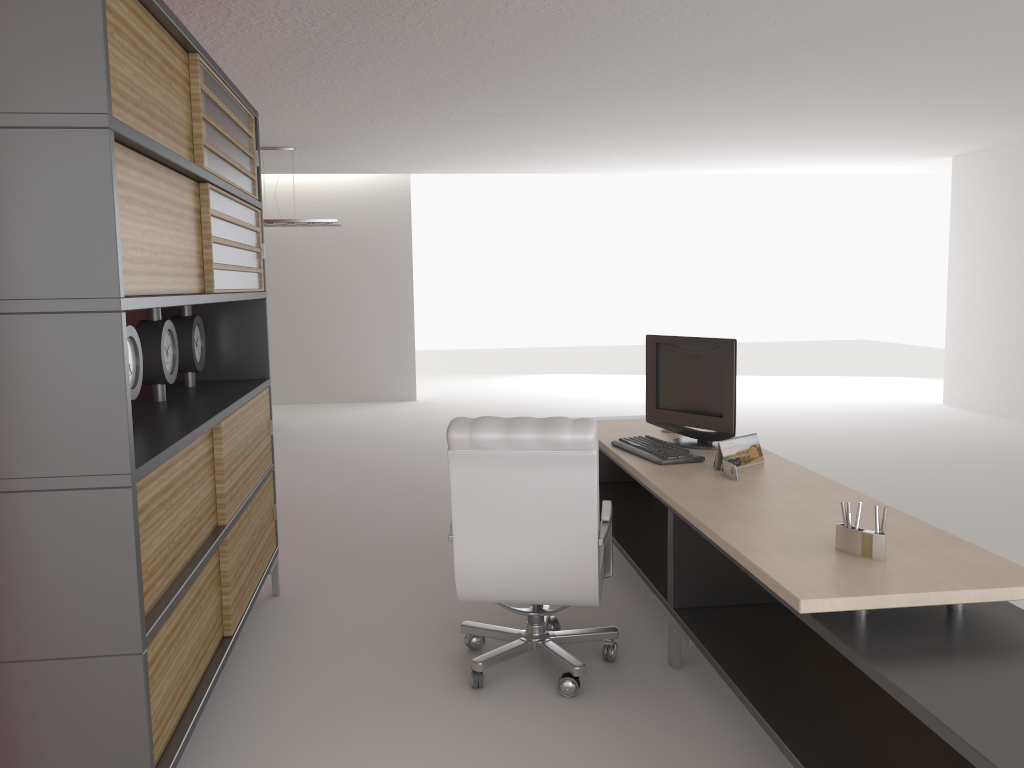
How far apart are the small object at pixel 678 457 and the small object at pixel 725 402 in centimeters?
19cm

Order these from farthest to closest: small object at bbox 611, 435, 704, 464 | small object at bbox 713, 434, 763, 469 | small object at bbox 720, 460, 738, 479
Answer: small object at bbox 611, 435, 704, 464, small object at bbox 713, 434, 763, 469, small object at bbox 720, 460, 738, 479

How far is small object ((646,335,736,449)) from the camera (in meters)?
5.97

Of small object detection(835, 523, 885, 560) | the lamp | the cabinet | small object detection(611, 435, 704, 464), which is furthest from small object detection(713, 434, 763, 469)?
the lamp

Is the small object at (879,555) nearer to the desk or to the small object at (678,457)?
the desk

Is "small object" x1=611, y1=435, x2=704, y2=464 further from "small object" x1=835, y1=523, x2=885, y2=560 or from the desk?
"small object" x1=835, y1=523, x2=885, y2=560

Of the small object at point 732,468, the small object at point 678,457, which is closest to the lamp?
the small object at point 678,457

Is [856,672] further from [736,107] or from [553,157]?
[553,157]

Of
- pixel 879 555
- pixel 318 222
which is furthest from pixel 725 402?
pixel 318 222

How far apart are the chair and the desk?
0.3m
